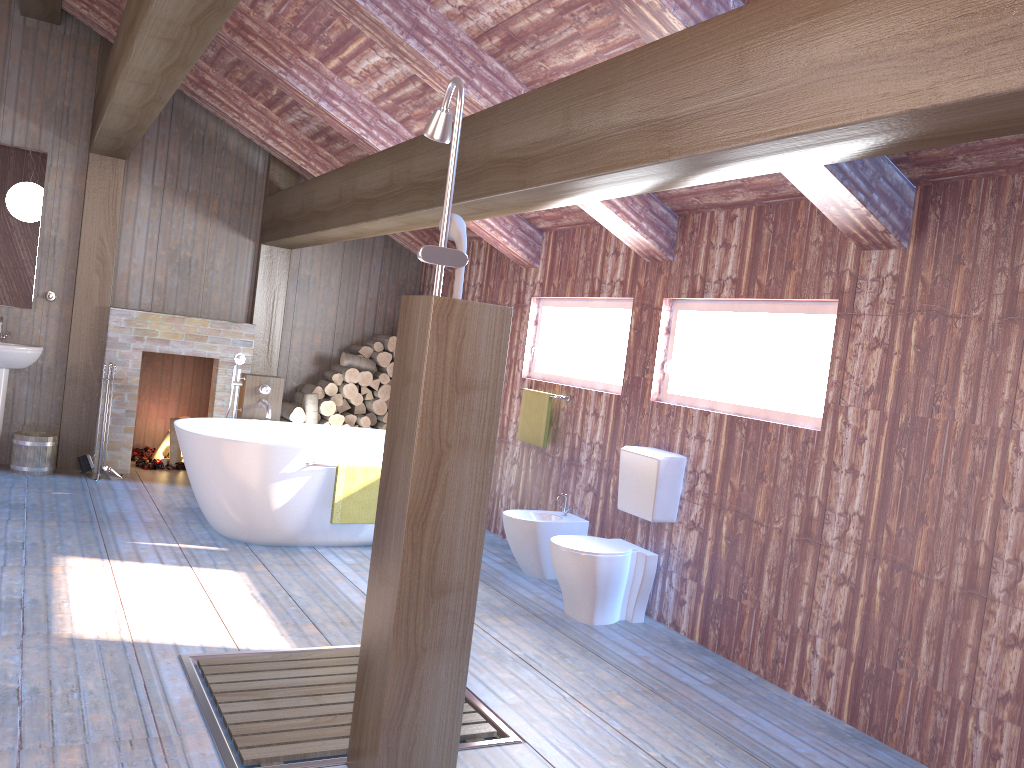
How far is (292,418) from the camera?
7.36m

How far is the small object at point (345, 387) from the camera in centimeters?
754cm

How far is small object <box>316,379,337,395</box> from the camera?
7.5m

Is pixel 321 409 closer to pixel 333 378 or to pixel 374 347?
pixel 333 378

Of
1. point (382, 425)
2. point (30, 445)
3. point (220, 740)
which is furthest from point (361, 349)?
point (220, 740)

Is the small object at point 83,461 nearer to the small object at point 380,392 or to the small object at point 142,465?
the small object at point 142,465

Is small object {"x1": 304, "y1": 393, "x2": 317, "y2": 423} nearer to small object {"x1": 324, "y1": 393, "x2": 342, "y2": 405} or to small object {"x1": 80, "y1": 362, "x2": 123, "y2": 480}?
small object {"x1": 324, "y1": 393, "x2": 342, "y2": 405}

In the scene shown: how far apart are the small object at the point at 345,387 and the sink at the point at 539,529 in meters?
2.6 m

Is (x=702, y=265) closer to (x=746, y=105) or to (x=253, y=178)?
(x=746, y=105)

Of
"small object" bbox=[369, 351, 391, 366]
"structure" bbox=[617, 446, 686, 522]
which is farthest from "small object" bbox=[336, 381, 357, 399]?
"structure" bbox=[617, 446, 686, 522]
